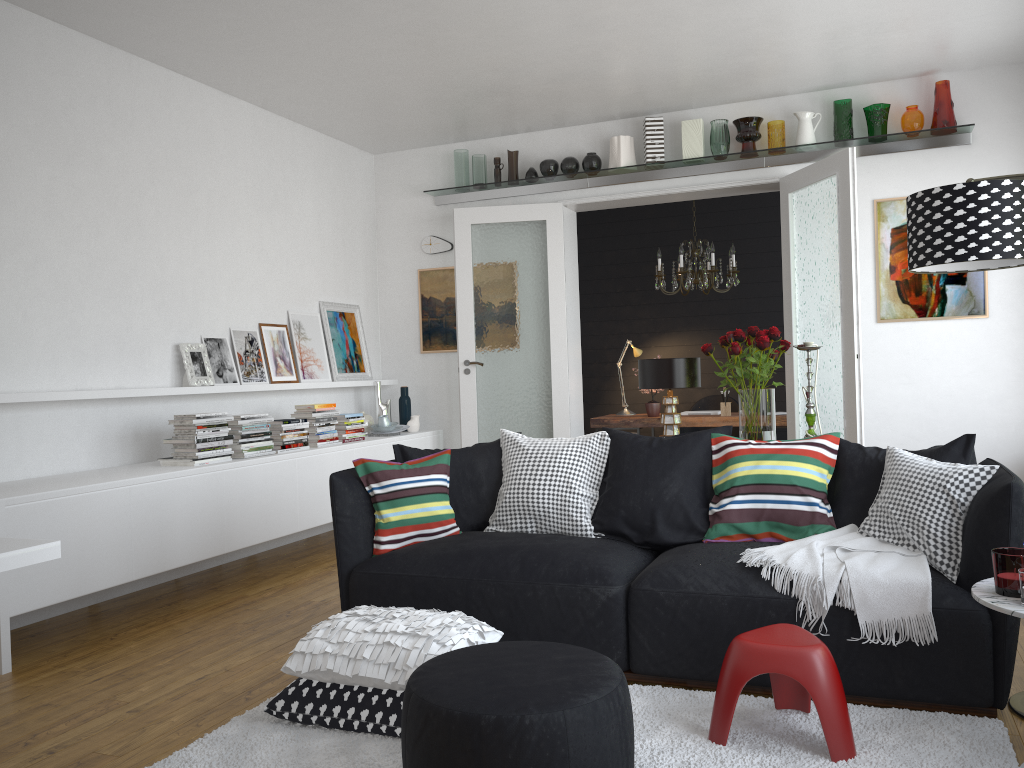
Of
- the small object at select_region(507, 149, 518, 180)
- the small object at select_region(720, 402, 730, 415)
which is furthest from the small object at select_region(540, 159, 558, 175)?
the small object at select_region(720, 402, 730, 415)

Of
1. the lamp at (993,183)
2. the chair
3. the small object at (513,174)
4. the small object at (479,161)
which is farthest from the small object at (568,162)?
the lamp at (993,183)

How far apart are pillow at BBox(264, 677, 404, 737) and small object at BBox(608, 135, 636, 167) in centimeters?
470cm

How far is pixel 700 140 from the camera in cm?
639

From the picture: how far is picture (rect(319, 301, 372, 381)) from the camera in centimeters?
685cm

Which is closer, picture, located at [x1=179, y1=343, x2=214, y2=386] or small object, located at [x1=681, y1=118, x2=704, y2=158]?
picture, located at [x1=179, y1=343, x2=214, y2=386]

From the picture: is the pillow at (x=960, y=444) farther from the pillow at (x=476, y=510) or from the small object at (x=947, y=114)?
the small object at (x=947, y=114)

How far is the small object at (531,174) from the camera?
6.89m

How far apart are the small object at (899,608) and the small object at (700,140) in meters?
3.7 m

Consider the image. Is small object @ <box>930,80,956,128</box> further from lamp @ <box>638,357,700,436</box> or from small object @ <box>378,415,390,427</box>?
small object @ <box>378,415,390,427</box>
